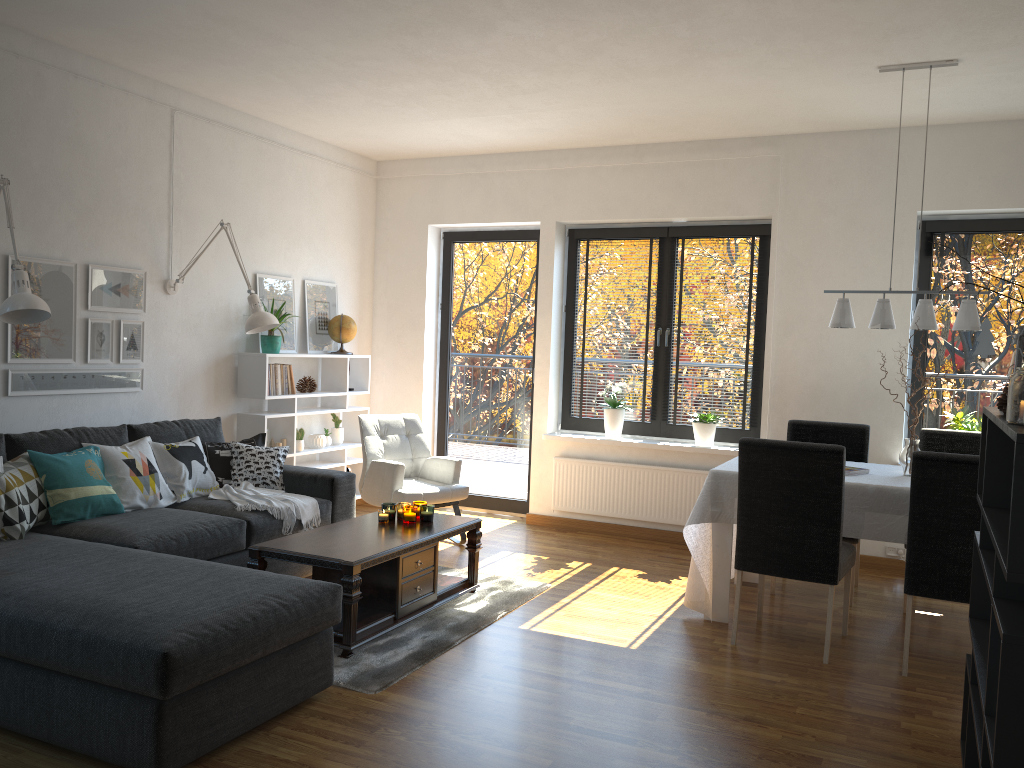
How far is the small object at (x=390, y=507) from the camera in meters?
4.5

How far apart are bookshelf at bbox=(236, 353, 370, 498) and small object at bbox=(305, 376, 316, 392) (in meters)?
0.08

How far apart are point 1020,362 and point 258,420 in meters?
4.5

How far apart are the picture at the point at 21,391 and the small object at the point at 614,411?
3.1 meters

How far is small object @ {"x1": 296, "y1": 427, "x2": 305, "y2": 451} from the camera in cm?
609

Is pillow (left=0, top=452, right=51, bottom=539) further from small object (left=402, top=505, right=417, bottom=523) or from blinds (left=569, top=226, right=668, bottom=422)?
blinds (left=569, top=226, right=668, bottom=422)

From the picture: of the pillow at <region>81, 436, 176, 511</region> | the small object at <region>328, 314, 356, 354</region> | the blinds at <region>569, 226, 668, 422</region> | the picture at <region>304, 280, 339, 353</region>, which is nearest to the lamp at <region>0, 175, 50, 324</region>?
the pillow at <region>81, 436, 176, 511</region>

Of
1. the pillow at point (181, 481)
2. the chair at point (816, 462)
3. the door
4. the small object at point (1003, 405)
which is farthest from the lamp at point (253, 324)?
the small object at point (1003, 405)

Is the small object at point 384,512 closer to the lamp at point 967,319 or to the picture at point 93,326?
the picture at point 93,326

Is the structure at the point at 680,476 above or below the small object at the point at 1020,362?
below
